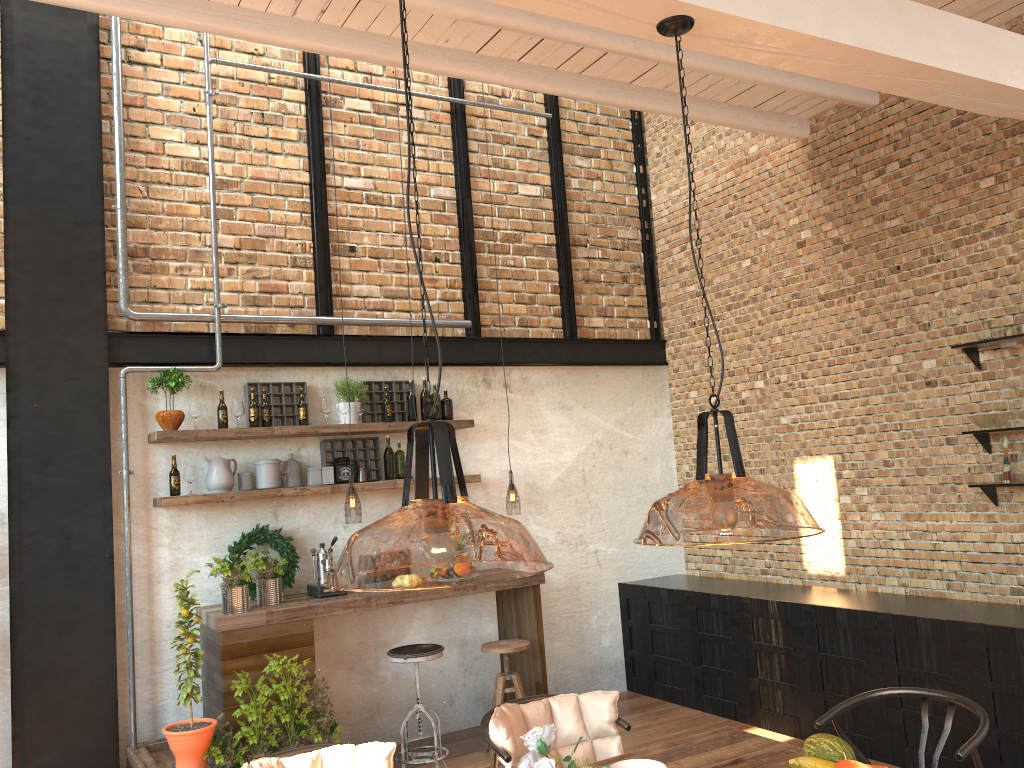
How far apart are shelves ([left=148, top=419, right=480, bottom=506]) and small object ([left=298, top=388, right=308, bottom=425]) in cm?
9

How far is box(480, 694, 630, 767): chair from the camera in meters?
3.2 m

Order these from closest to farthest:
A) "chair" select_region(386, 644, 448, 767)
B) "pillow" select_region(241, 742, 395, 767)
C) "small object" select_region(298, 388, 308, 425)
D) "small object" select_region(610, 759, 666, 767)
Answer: "small object" select_region(610, 759, 666, 767)
"pillow" select_region(241, 742, 395, 767)
"chair" select_region(386, 644, 448, 767)
"small object" select_region(298, 388, 308, 425)

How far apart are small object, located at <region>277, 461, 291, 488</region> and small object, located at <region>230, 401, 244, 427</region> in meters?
0.4

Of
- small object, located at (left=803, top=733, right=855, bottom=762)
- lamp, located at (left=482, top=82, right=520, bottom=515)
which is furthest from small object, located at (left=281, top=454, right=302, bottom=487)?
small object, located at (left=803, top=733, right=855, bottom=762)

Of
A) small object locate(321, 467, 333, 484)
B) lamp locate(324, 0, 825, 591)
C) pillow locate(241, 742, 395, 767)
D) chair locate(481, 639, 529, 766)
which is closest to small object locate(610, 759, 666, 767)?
lamp locate(324, 0, 825, 591)

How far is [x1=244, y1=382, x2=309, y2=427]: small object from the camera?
5.8m

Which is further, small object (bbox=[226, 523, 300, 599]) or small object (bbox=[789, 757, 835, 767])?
small object (bbox=[226, 523, 300, 599])

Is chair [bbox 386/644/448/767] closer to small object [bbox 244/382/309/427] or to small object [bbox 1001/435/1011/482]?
small object [bbox 244/382/309/427]

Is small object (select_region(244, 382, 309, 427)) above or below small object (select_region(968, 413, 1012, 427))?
above
